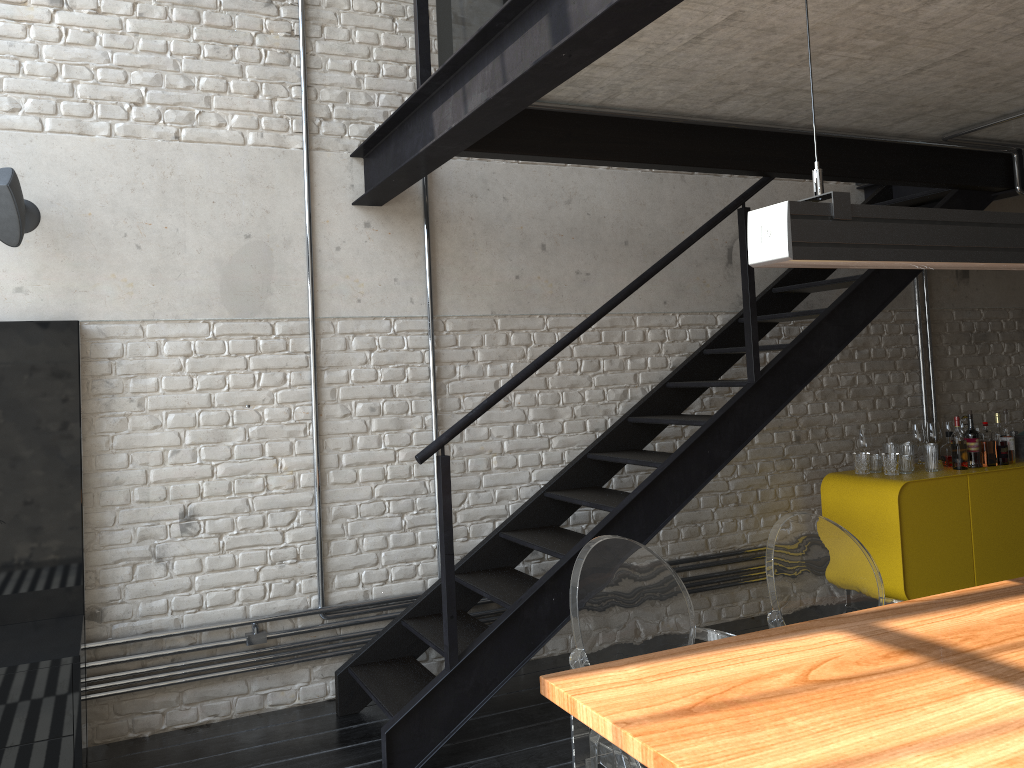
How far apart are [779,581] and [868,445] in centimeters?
273cm

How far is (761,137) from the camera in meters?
3.9

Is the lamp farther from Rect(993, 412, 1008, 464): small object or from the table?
Rect(993, 412, 1008, 464): small object

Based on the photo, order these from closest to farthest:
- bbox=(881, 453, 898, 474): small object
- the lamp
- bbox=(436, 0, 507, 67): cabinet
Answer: the lamp < bbox=(436, 0, 507, 67): cabinet < bbox=(881, 453, 898, 474): small object

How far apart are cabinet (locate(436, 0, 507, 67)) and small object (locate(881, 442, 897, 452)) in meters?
3.5 m

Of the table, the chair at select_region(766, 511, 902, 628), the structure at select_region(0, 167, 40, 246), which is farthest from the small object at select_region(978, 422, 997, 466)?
the structure at select_region(0, 167, 40, 246)

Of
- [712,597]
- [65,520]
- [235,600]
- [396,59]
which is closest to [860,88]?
[396,59]

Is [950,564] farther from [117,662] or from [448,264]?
[117,662]

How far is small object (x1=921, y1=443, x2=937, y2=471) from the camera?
5.0 meters

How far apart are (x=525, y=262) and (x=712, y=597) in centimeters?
215cm
